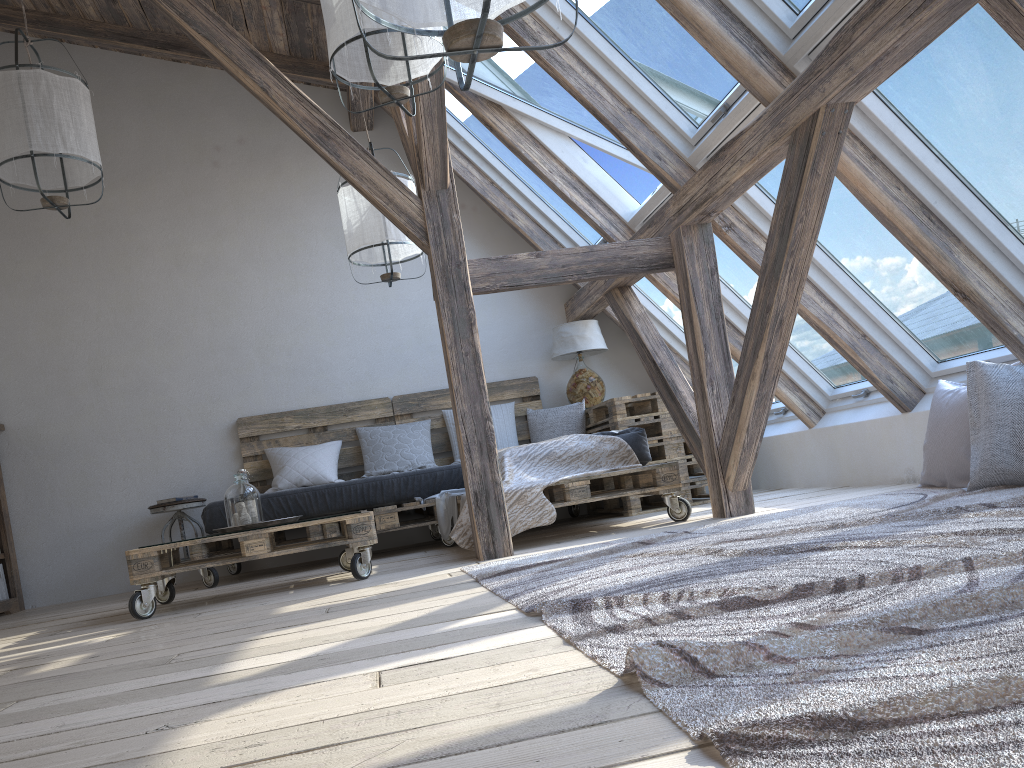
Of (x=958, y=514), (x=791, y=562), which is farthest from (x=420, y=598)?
(x=958, y=514)

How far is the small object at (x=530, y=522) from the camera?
4.0 meters

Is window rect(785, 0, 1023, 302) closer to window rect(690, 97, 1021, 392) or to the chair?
window rect(690, 97, 1021, 392)

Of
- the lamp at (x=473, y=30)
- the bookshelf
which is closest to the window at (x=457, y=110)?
the bookshelf

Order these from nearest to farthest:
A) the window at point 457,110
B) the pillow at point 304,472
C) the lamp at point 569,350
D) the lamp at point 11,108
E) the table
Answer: the lamp at point 11,108, the table, the pillow at point 304,472, the window at point 457,110, the lamp at point 569,350

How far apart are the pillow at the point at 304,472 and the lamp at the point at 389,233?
1.3m

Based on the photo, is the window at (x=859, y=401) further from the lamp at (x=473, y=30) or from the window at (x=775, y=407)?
the lamp at (x=473, y=30)

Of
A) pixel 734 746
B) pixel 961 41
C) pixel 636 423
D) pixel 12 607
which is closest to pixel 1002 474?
pixel 961 41

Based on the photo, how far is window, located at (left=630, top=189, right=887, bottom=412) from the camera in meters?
4.7 m

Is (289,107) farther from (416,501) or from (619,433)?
(416,501)
